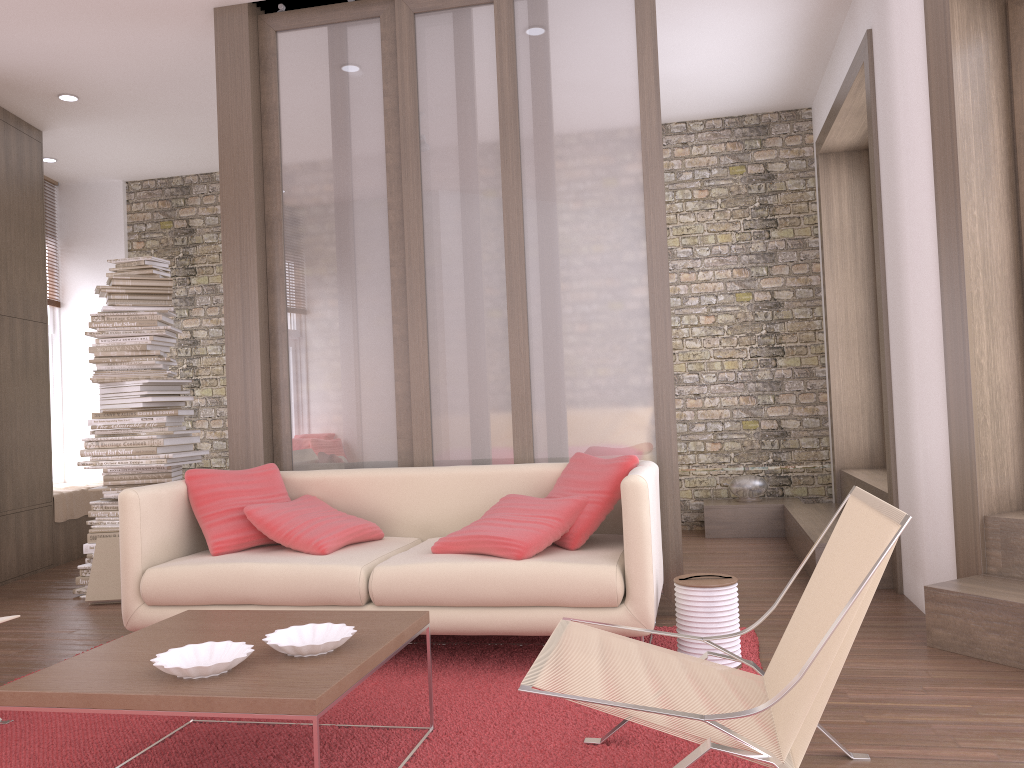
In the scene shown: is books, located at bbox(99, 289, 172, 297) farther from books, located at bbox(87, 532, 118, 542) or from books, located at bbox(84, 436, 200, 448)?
books, located at bbox(87, 532, 118, 542)

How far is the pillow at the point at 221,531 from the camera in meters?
3.9

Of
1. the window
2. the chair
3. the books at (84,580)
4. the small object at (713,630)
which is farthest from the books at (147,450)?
the chair

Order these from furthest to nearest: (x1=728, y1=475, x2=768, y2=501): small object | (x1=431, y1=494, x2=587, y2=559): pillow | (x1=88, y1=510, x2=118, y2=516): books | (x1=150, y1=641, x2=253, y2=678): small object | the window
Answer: the window, (x1=728, y1=475, x2=768, y2=501): small object, (x1=88, y1=510, x2=118, y2=516): books, (x1=431, y1=494, x2=587, y2=559): pillow, (x1=150, y1=641, x2=253, y2=678): small object

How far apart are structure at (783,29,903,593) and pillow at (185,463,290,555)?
2.73m

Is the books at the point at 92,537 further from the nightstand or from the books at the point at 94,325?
the nightstand

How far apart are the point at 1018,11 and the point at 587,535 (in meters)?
2.97

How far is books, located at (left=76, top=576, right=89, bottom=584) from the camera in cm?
531

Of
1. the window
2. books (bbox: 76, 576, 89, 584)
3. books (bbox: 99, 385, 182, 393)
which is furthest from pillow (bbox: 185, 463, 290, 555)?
the window

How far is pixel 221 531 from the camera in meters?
3.9 m
